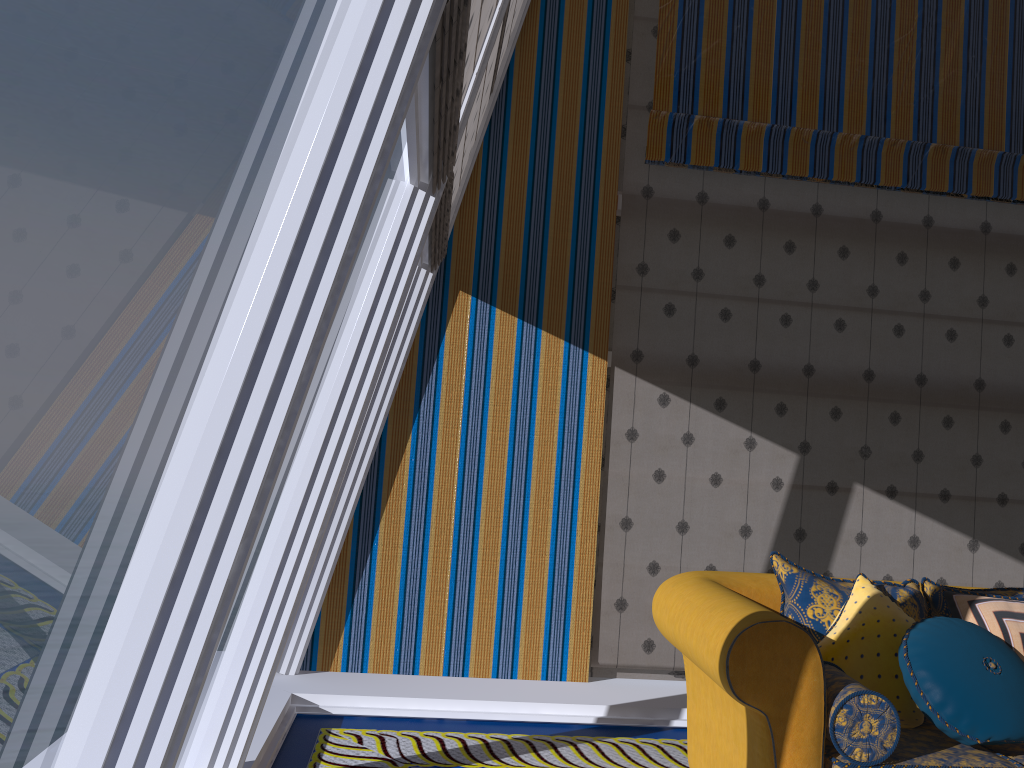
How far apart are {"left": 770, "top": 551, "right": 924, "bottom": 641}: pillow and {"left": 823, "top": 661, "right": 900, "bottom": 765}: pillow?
0.17m

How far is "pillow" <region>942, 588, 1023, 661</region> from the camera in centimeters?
301cm

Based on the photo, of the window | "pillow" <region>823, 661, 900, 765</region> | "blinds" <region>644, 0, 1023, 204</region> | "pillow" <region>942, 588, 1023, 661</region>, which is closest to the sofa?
"pillow" <region>823, 661, 900, 765</region>

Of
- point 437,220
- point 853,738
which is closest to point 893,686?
point 853,738

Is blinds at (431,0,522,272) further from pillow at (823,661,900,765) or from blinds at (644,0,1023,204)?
pillow at (823,661,900,765)

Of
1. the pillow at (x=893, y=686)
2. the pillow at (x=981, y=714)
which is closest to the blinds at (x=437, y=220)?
the pillow at (x=893, y=686)

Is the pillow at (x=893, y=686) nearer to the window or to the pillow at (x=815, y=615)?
the pillow at (x=815, y=615)

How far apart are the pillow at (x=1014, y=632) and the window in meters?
2.2 m

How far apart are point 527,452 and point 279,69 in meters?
20.6 m

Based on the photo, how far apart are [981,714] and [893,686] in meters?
0.3
